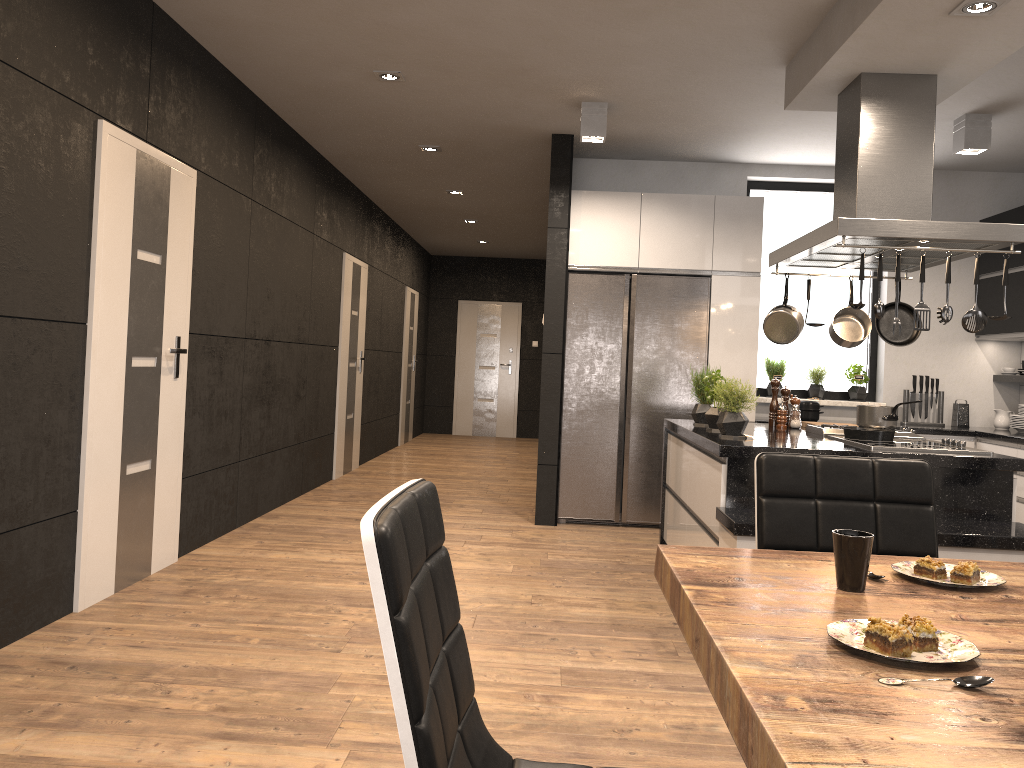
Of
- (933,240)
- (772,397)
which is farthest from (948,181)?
(933,240)

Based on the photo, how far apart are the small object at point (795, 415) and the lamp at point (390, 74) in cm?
275

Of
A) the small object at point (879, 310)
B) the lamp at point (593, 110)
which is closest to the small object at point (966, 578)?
the small object at point (879, 310)

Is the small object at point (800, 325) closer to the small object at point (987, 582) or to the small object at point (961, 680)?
the small object at point (987, 582)

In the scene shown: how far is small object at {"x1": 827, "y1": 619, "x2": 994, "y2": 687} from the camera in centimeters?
104cm

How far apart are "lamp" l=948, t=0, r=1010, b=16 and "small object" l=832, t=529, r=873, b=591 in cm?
258

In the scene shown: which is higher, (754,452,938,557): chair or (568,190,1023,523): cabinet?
(568,190,1023,523): cabinet

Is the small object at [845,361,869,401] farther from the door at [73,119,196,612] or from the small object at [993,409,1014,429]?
the door at [73,119,196,612]

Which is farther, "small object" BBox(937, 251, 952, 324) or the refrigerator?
the refrigerator

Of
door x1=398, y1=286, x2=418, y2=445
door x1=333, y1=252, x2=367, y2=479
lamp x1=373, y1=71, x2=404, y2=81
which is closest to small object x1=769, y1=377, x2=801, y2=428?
lamp x1=373, y1=71, x2=404, y2=81
